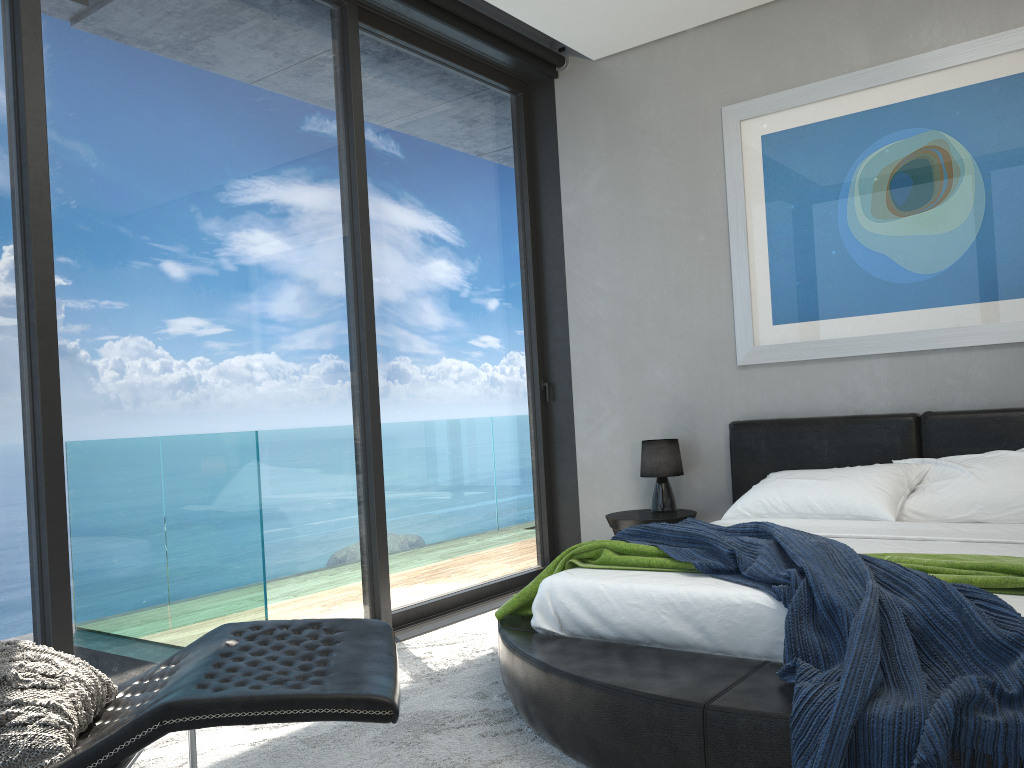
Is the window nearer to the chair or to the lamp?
the lamp

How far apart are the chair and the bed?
0.6 meters

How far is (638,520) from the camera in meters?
4.6 m

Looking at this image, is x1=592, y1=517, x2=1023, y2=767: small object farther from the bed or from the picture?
the picture

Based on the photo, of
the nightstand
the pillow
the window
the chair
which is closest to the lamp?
the nightstand

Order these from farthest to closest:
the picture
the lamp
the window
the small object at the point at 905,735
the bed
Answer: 1. the lamp
2. the picture
3. the window
4. the bed
5. the small object at the point at 905,735

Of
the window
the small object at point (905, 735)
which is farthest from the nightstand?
the small object at point (905, 735)

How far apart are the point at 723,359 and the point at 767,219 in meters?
0.8

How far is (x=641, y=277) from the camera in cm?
514

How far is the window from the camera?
2.9 meters
